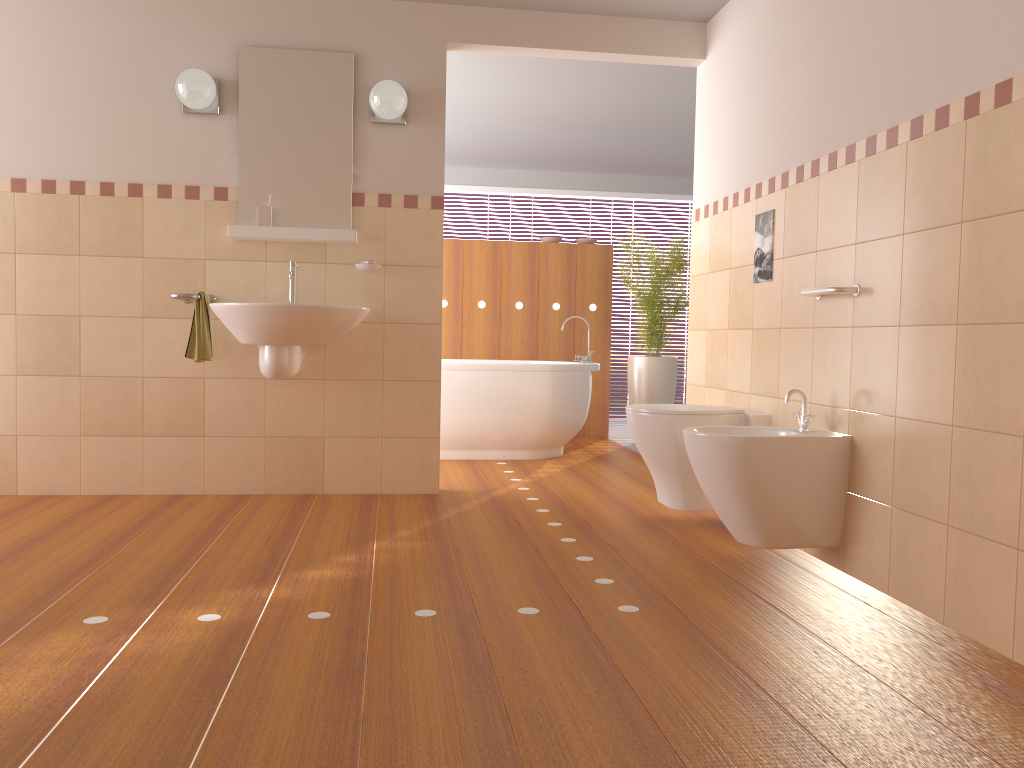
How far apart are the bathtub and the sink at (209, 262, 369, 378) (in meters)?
1.34

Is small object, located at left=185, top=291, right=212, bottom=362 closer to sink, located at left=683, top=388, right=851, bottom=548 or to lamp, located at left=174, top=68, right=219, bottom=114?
lamp, located at left=174, top=68, right=219, bottom=114

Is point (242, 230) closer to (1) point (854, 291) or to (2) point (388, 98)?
(2) point (388, 98)

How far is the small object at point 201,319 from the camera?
3.8 meters

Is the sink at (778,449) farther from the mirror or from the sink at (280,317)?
the mirror

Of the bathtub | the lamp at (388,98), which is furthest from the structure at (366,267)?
the bathtub

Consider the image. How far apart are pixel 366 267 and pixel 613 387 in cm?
457

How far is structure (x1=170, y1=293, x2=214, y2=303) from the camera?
3.7 meters

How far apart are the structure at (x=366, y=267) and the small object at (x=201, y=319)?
0.68m

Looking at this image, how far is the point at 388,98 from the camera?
3.87m
